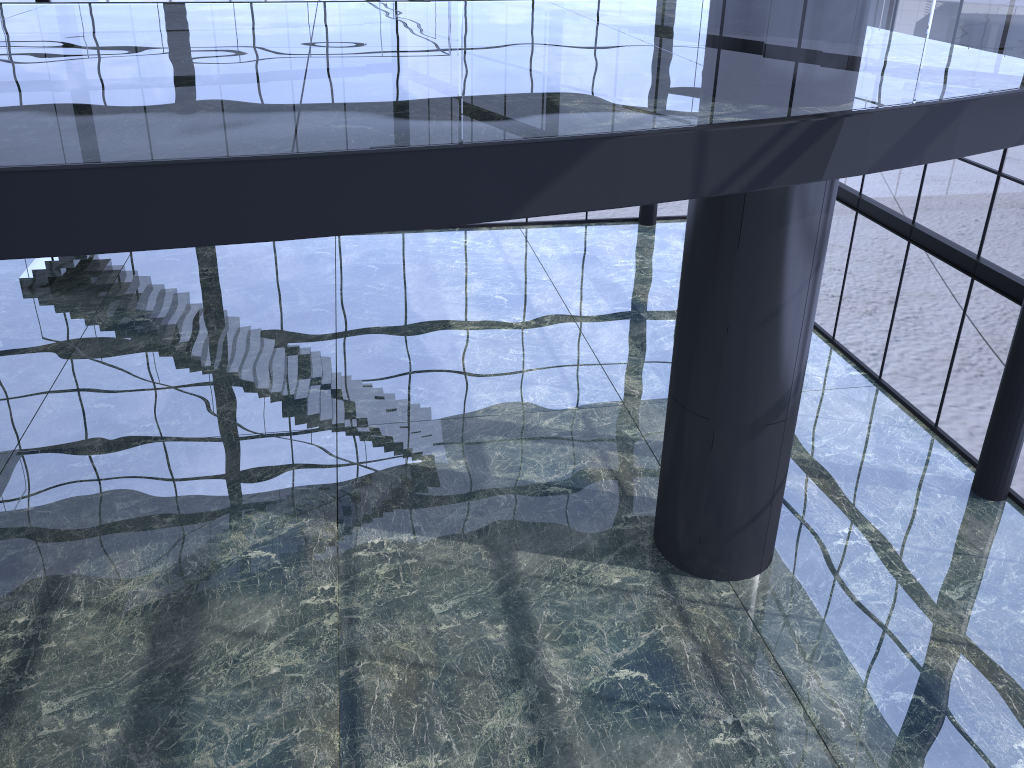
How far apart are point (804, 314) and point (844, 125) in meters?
2.8 m

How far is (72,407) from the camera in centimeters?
1523cm

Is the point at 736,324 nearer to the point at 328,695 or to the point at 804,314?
the point at 804,314

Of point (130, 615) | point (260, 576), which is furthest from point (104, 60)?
point (130, 615)
